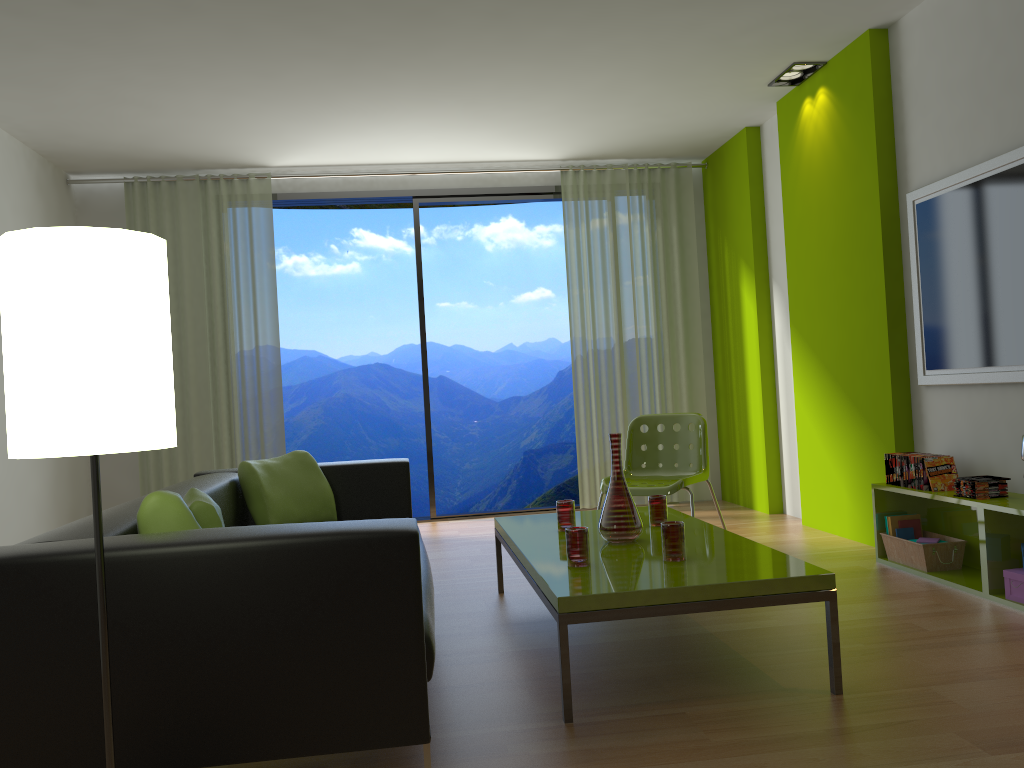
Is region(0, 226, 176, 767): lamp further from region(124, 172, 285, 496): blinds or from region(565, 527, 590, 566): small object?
region(124, 172, 285, 496): blinds

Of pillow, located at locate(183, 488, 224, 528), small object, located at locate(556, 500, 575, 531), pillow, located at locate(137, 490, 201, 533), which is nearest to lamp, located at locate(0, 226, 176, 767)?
pillow, located at locate(137, 490, 201, 533)

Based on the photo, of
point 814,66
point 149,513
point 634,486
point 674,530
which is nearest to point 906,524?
point 634,486

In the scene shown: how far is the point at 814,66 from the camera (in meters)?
4.98

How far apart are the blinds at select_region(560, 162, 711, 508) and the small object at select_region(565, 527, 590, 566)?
3.8 meters

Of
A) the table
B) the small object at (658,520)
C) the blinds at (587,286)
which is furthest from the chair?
the blinds at (587,286)

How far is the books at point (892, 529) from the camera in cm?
420

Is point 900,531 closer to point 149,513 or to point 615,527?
point 615,527

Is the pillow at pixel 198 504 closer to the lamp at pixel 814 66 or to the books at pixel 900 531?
the books at pixel 900 531

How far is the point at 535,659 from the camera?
3.0 meters
